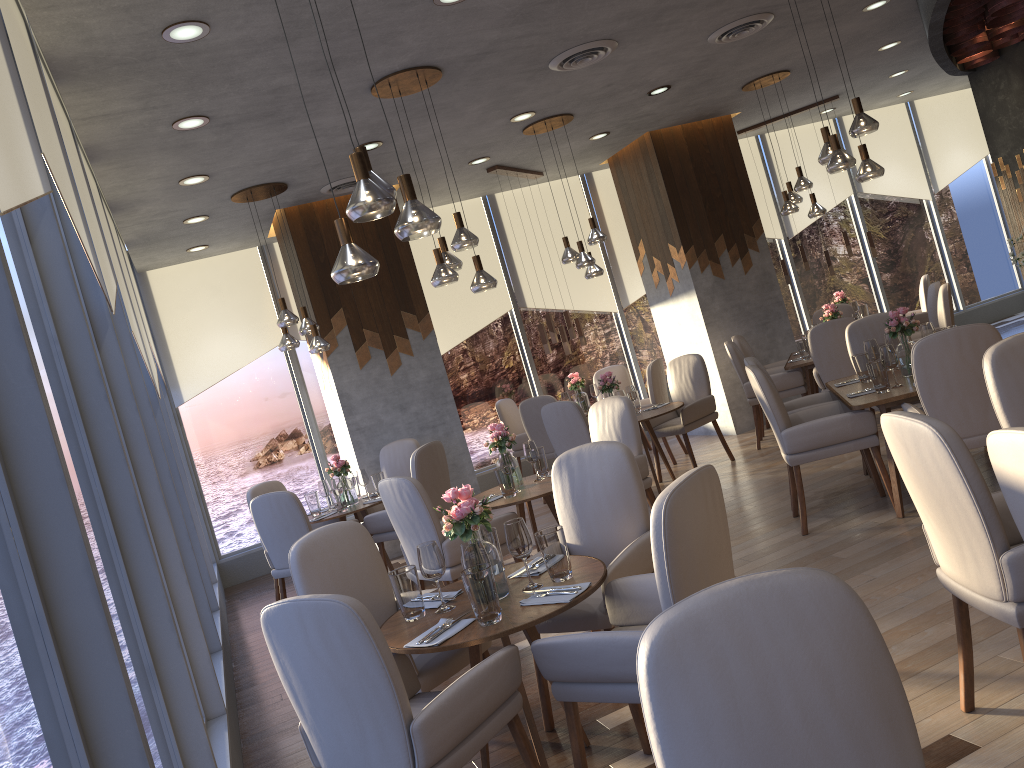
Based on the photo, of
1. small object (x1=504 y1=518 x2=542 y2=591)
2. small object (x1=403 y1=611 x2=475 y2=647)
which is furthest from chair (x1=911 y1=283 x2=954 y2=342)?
small object (x1=403 y1=611 x2=475 y2=647)

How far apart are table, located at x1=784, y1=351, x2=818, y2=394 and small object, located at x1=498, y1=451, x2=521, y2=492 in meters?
3.5 m

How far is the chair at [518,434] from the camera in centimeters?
906cm

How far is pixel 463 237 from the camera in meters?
5.1 m

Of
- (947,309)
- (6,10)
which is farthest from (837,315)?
(6,10)

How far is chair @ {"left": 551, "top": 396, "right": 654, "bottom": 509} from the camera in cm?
564

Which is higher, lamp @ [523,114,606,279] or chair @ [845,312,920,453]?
lamp @ [523,114,606,279]

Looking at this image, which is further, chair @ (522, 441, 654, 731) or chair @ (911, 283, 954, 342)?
chair @ (911, 283, 954, 342)

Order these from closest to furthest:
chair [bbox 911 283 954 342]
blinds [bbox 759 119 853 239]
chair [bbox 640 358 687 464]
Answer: chair [bbox 911 283 954 342] → chair [bbox 640 358 687 464] → blinds [bbox 759 119 853 239]

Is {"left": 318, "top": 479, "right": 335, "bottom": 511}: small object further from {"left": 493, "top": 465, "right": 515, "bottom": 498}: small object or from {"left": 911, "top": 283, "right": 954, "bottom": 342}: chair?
{"left": 911, "top": 283, "right": 954, "bottom": 342}: chair
